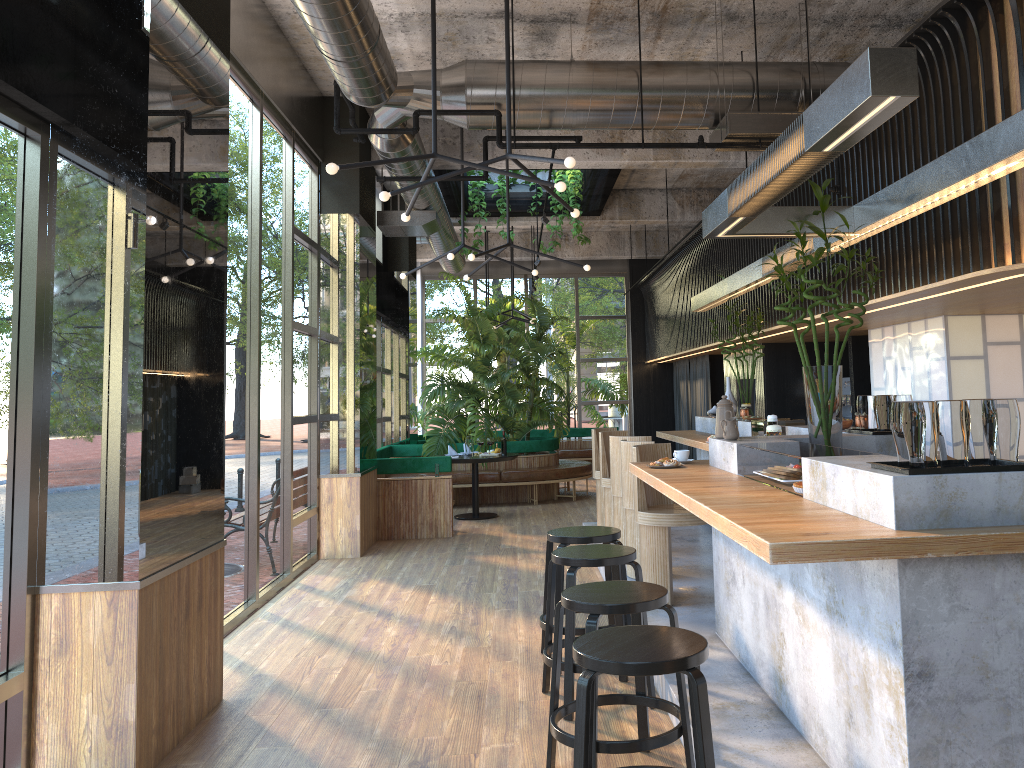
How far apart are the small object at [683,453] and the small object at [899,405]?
2.4 meters

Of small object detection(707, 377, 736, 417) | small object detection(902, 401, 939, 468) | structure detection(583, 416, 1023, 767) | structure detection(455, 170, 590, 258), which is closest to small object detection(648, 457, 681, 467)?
structure detection(583, 416, 1023, 767)

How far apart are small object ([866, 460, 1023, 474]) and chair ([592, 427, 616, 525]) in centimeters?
606cm

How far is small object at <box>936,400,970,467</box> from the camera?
2.66m

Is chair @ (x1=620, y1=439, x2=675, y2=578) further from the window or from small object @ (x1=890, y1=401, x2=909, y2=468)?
small object @ (x1=890, y1=401, x2=909, y2=468)

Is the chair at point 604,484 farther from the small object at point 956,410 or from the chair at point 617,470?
the small object at point 956,410

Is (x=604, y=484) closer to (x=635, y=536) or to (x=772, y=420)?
(x=635, y=536)

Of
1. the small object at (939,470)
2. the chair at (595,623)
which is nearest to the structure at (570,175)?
the chair at (595,623)

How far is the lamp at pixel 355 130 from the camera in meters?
6.3 m

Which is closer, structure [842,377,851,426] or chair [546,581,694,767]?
chair [546,581,694,767]
